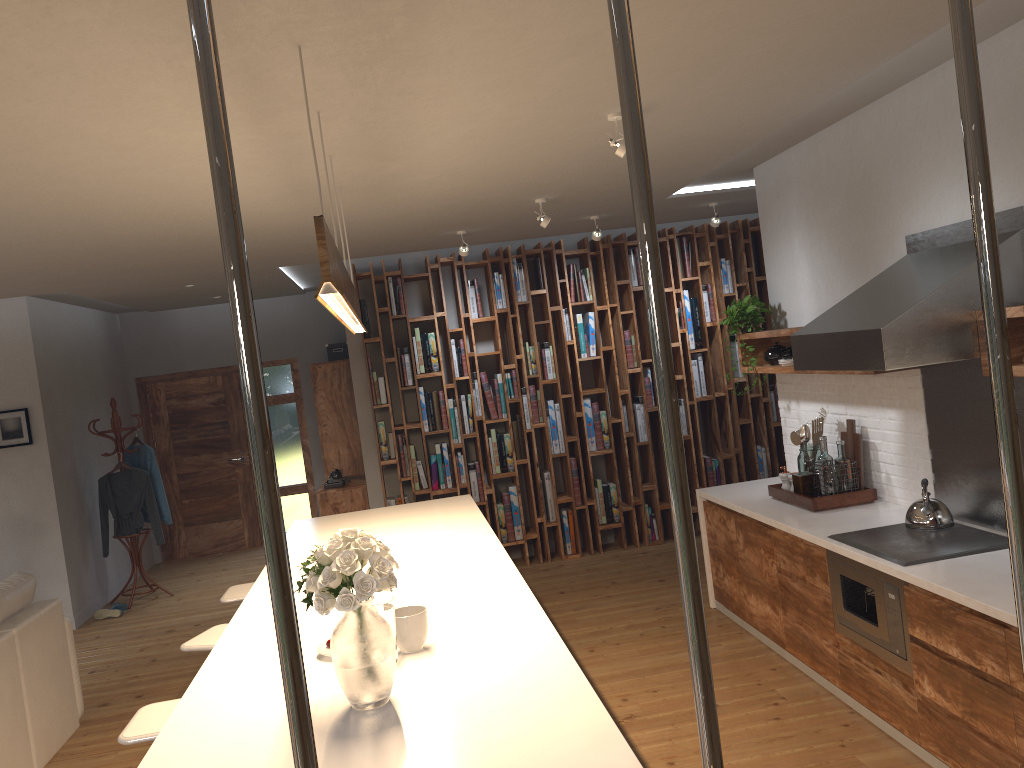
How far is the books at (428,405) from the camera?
7.4 meters

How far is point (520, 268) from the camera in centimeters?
752cm

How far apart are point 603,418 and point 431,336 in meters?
1.6 m

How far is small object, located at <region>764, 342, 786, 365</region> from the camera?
5.40m

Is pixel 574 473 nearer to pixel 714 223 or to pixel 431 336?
pixel 431 336

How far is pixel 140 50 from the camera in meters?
2.4 m

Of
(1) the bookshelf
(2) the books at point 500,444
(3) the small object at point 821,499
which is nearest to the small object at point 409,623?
(3) the small object at point 821,499

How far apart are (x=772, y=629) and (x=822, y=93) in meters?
2.8

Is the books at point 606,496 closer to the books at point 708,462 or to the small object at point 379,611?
the books at point 708,462

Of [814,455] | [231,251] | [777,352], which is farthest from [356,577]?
[777,352]
